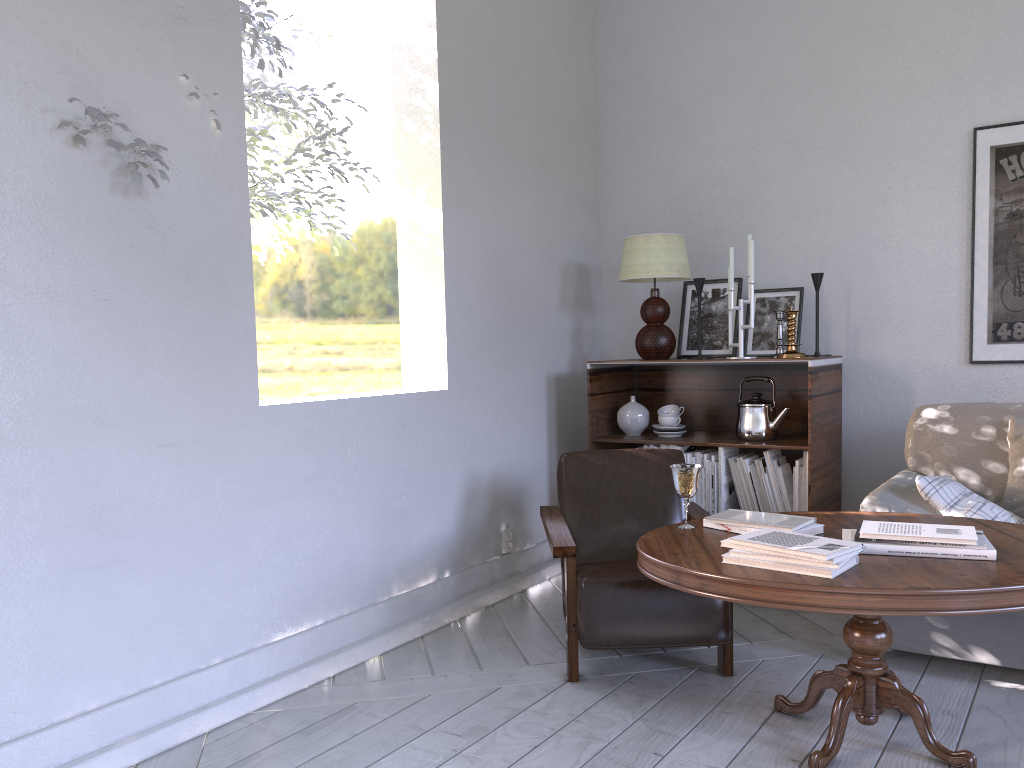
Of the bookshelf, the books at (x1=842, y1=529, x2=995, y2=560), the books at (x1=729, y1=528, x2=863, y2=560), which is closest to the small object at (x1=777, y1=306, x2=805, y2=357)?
the bookshelf

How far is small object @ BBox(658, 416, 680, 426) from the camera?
3.2m

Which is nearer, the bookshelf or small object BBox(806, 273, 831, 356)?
the bookshelf

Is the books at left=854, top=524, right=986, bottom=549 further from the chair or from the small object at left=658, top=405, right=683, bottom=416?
the small object at left=658, top=405, right=683, bottom=416

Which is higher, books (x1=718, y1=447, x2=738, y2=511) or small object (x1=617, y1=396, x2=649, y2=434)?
small object (x1=617, y1=396, x2=649, y2=434)

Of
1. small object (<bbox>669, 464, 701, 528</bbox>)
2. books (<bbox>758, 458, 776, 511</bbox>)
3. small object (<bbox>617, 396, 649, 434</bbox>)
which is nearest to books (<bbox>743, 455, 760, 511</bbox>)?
books (<bbox>758, 458, 776, 511</bbox>)

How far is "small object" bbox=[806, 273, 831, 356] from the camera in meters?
3.1

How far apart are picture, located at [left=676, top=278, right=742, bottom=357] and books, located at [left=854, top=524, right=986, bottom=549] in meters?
1.6

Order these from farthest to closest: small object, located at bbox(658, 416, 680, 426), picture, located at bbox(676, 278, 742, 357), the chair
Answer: picture, located at bbox(676, 278, 742, 357) < small object, located at bbox(658, 416, 680, 426) < the chair

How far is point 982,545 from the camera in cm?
171
